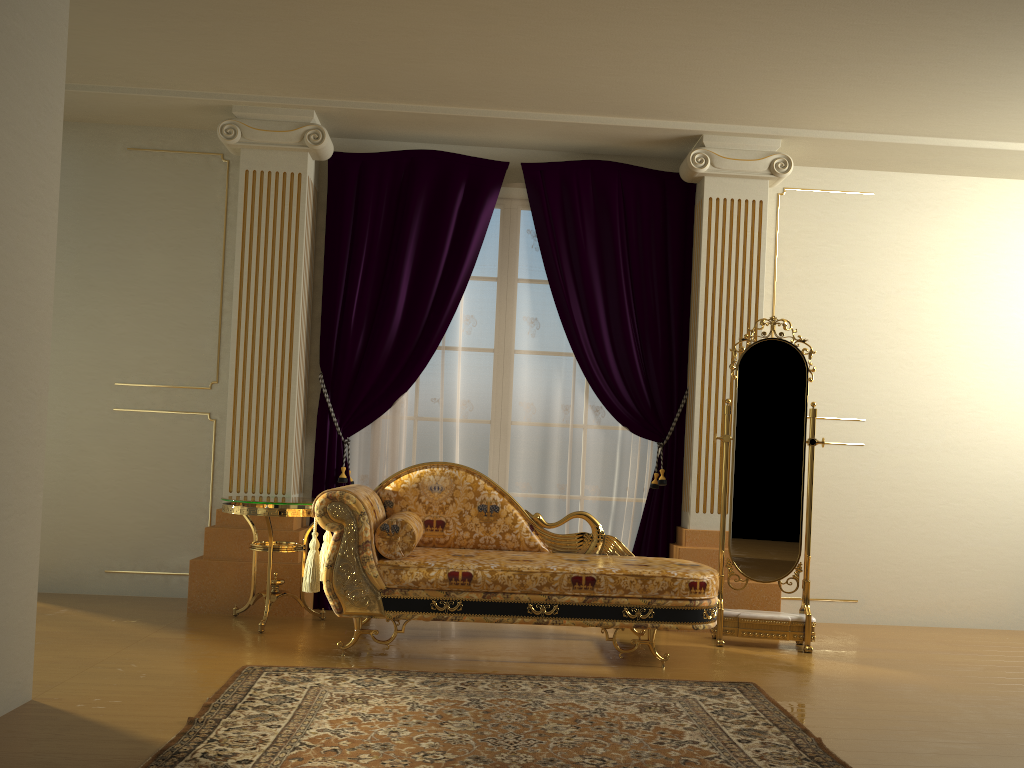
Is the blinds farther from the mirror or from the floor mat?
the floor mat

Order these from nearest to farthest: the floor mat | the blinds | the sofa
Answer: the floor mat → the sofa → the blinds

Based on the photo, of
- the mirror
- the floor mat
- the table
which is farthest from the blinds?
the floor mat

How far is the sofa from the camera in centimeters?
378cm

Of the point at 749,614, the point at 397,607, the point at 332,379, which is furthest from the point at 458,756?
the point at 332,379

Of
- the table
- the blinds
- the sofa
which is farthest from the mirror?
the table

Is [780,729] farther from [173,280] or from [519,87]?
[173,280]

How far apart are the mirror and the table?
2.00m

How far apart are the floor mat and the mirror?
0.8 meters

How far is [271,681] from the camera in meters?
3.3
